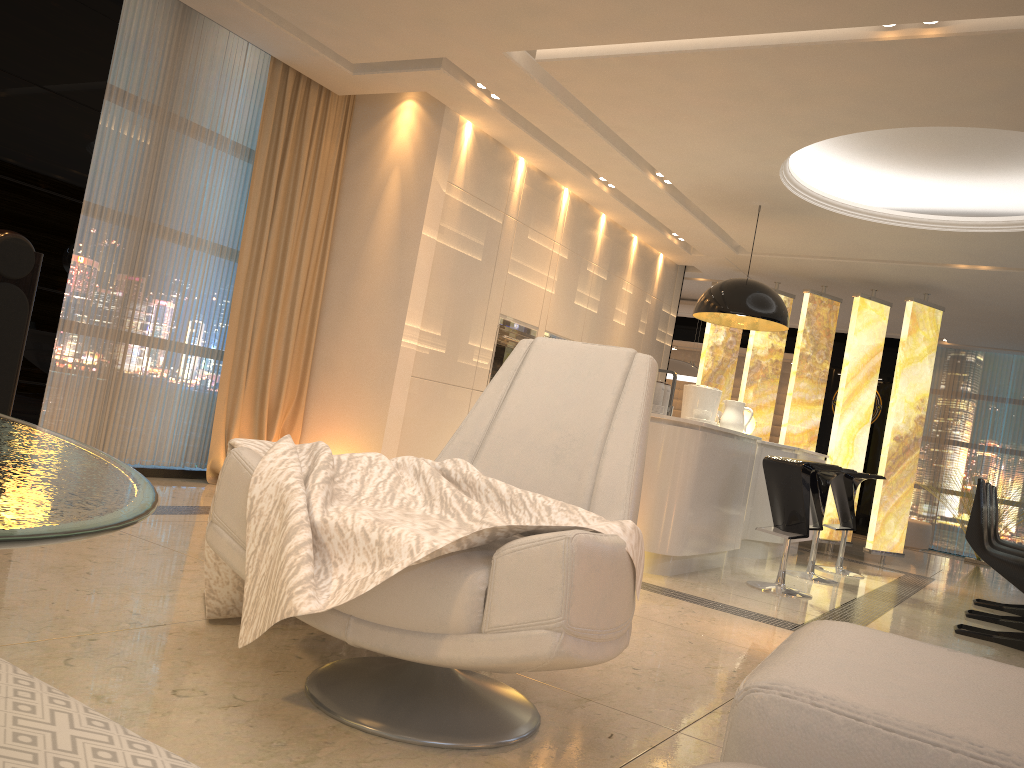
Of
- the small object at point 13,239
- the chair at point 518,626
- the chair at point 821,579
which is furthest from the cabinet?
the small object at point 13,239

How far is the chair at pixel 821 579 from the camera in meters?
6.0 m

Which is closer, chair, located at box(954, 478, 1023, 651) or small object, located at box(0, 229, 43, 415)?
small object, located at box(0, 229, 43, 415)

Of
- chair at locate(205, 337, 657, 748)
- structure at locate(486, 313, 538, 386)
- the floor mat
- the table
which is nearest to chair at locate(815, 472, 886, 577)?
structure at locate(486, 313, 538, 386)

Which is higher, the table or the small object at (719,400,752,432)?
the small object at (719,400,752,432)

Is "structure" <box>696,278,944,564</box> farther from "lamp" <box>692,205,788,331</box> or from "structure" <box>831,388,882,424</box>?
"structure" <box>831,388,882,424</box>

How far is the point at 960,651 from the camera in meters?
4.3

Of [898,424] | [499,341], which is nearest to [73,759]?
[499,341]

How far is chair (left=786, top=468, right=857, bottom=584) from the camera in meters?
6.0

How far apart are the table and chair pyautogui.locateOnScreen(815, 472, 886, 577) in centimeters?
626cm
